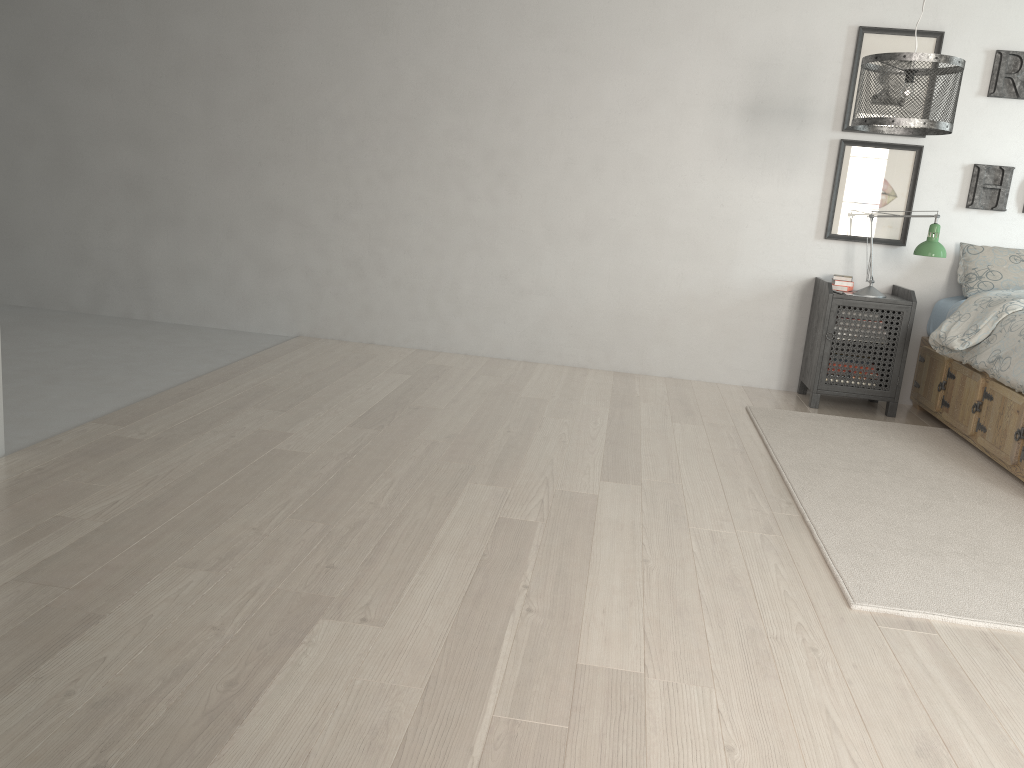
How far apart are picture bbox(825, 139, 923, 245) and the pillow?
0.3 meters

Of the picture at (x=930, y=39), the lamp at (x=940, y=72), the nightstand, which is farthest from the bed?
the picture at (x=930, y=39)

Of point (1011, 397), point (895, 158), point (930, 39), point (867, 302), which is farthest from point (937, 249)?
point (930, 39)

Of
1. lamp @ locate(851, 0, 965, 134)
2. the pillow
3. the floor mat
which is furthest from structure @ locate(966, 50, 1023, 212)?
the floor mat

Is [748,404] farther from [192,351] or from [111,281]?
[111,281]

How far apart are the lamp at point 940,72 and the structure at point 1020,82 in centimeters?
114cm

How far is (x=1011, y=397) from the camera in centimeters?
356cm

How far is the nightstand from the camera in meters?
4.4 m

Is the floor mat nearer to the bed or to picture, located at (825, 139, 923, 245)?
the bed

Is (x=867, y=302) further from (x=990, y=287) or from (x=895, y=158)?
(x=895, y=158)
